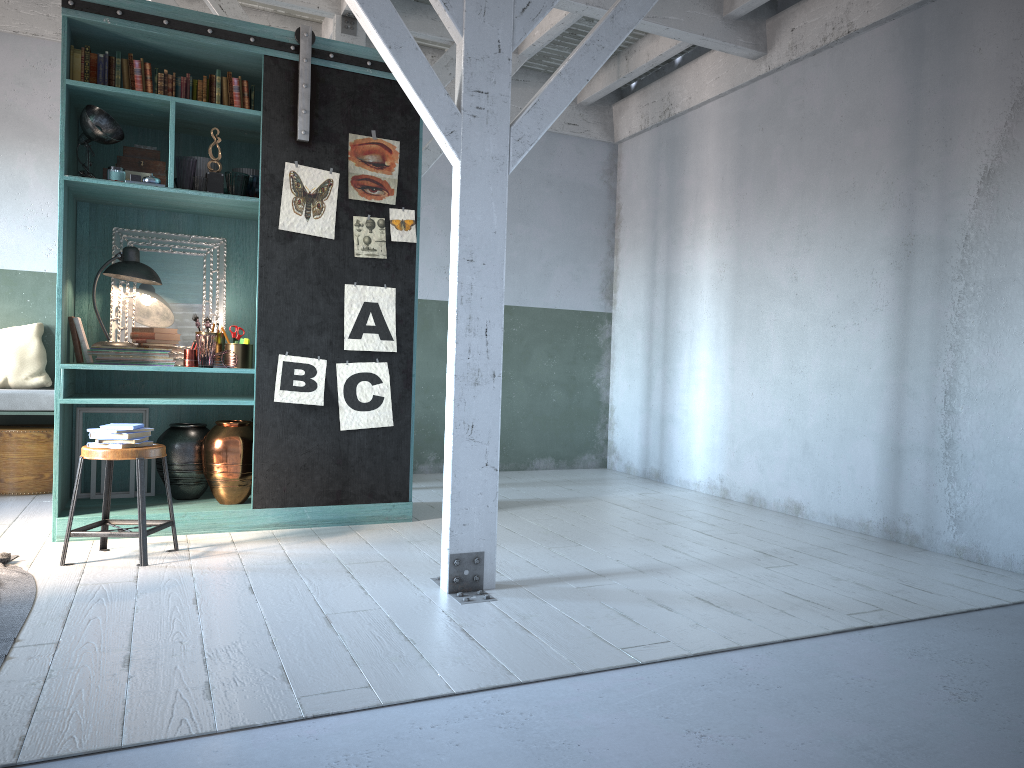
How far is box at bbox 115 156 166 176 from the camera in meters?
6.1

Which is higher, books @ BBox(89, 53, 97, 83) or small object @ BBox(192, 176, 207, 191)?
books @ BBox(89, 53, 97, 83)

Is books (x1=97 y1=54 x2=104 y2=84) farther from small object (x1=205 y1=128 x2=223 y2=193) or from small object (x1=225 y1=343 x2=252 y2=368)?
small object (x1=225 y1=343 x2=252 y2=368)

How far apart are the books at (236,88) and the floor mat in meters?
3.4

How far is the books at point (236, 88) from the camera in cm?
622

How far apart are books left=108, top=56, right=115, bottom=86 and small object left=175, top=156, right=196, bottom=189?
0.66m

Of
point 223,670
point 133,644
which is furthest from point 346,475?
point 223,670

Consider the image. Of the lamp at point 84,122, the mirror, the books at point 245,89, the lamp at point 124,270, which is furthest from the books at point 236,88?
the lamp at point 124,270

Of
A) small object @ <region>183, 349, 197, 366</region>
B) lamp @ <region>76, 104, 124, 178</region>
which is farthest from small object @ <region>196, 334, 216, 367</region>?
lamp @ <region>76, 104, 124, 178</region>

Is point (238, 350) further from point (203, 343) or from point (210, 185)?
point (210, 185)
